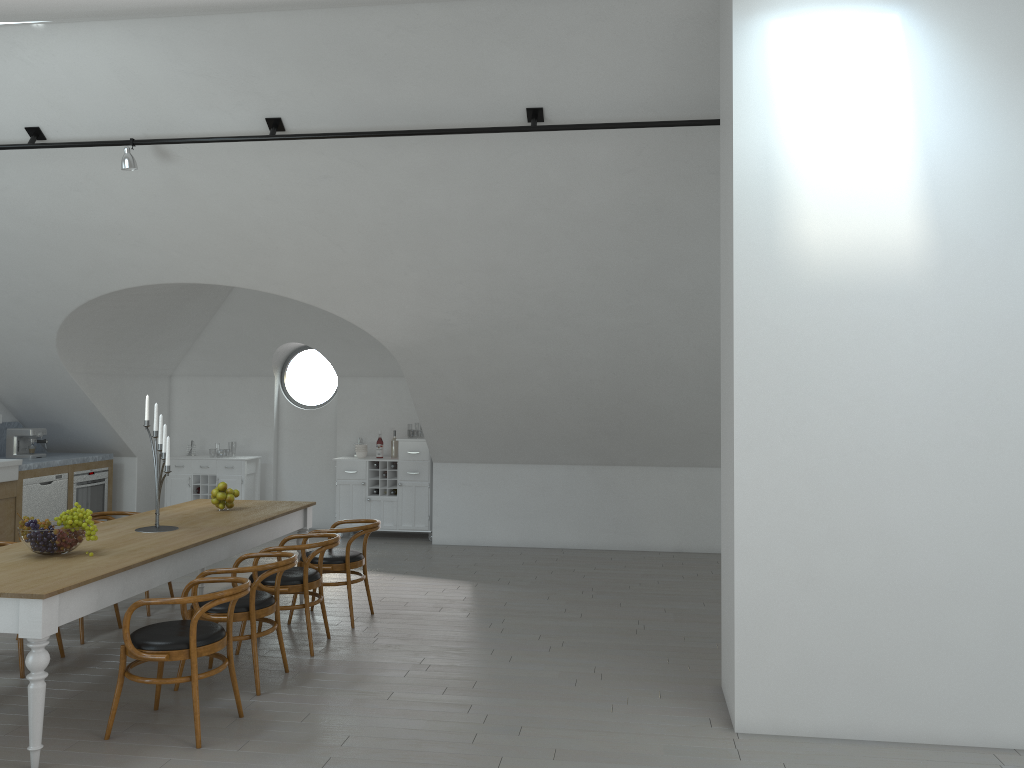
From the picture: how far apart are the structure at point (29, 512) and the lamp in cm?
406

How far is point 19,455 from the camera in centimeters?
941cm

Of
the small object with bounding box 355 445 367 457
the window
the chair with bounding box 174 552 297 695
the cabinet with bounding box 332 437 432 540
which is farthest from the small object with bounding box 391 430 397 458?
the chair with bounding box 174 552 297 695

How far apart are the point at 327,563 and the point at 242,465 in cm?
430

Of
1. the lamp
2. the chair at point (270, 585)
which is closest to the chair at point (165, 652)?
the chair at point (270, 585)

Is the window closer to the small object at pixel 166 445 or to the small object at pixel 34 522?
the small object at pixel 166 445

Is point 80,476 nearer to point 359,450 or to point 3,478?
point 3,478

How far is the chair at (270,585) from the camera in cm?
572

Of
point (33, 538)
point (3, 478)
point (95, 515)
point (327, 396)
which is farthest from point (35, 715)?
point (327, 396)

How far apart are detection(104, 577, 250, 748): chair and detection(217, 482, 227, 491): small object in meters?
2.0 m
